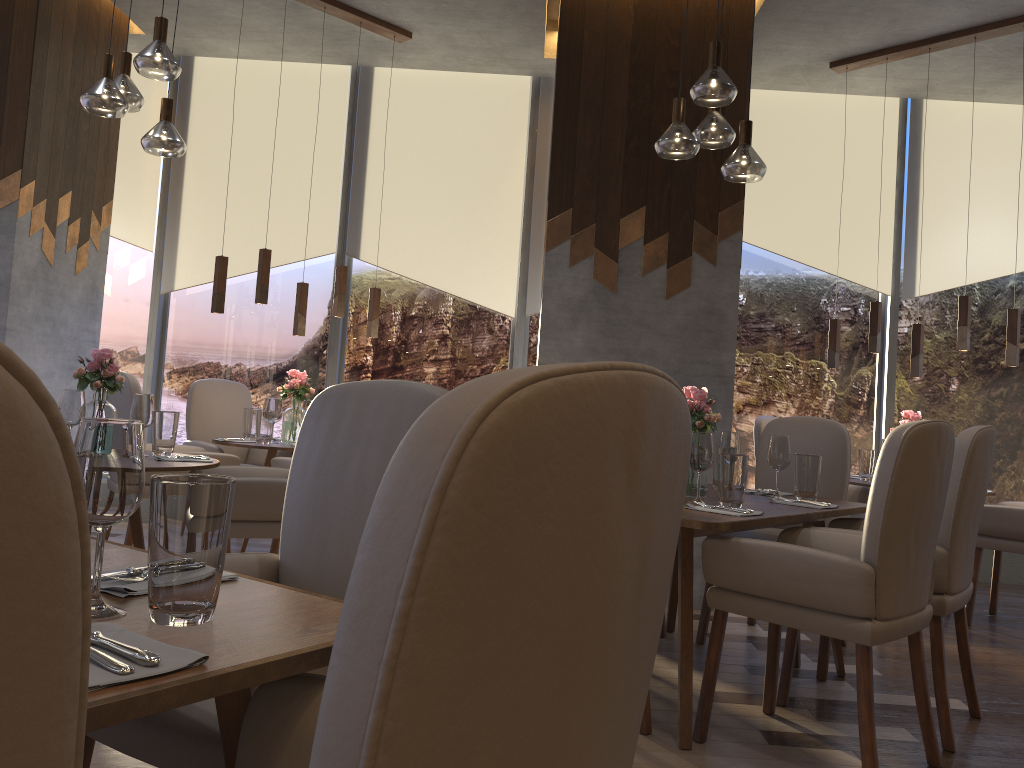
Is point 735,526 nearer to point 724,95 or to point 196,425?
point 724,95

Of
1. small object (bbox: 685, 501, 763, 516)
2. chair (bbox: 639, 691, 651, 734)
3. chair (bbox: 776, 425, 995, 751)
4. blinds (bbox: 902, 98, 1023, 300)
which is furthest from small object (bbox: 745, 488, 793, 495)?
blinds (bbox: 902, 98, 1023, 300)

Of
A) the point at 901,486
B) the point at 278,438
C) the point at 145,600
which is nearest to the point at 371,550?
the point at 145,600

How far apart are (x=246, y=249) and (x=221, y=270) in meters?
1.5 m

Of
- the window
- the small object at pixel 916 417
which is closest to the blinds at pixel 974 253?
the window

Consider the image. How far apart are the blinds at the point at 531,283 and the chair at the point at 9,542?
5.7 meters

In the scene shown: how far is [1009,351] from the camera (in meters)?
4.63

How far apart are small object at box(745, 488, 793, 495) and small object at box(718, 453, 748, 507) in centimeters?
67cm

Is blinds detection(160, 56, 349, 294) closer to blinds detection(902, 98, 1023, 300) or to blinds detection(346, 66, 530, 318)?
blinds detection(346, 66, 530, 318)

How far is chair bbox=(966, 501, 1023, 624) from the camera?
4.4m
